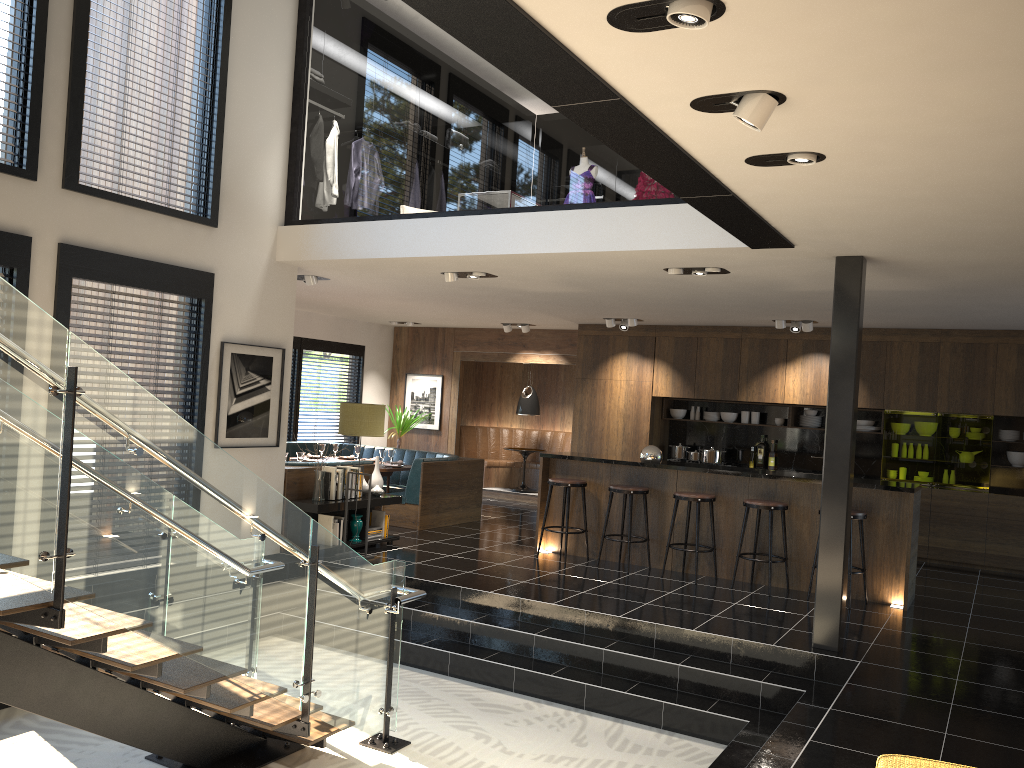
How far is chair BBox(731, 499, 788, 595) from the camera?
7.8 meters

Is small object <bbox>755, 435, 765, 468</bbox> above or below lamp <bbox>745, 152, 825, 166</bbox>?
below

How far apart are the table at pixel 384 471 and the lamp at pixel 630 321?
3.4 meters

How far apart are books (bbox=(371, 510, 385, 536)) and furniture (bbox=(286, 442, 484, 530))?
1.0 meters

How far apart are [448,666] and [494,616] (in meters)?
0.61

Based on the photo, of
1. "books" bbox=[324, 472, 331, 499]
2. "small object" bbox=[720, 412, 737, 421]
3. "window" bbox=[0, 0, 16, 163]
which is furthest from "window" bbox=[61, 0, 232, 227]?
"small object" bbox=[720, 412, 737, 421]

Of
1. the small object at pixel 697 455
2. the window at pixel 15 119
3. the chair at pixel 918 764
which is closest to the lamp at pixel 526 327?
the small object at pixel 697 455

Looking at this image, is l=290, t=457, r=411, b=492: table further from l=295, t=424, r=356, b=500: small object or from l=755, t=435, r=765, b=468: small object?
l=755, t=435, r=765, b=468: small object

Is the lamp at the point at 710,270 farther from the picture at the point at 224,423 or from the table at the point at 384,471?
the table at the point at 384,471

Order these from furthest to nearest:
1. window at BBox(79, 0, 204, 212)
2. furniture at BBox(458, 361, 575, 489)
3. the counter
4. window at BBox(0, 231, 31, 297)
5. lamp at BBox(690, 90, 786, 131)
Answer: furniture at BBox(458, 361, 575, 489)
the counter
window at BBox(79, 0, 204, 212)
window at BBox(0, 231, 31, 297)
lamp at BBox(690, 90, 786, 131)
